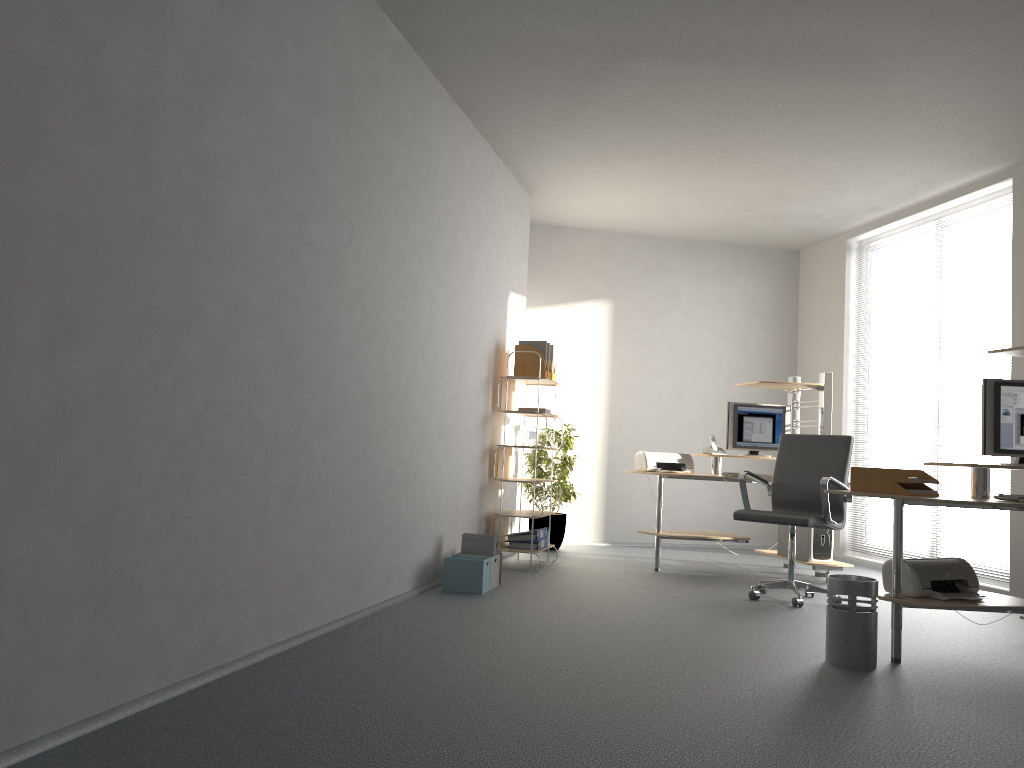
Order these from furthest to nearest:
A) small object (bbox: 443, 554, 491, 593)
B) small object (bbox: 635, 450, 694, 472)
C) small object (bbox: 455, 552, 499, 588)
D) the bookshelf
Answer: small object (bbox: 635, 450, 694, 472)
the bookshelf
small object (bbox: 455, 552, 499, 588)
small object (bbox: 443, 554, 491, 593)

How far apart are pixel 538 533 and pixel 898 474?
2.99m

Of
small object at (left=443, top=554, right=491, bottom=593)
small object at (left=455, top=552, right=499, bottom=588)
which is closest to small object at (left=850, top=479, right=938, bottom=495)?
small object at (left=443, top=554, right=491, bottom=593)

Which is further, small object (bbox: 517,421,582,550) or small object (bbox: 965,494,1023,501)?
small object (bbox: 517,421,582,550)

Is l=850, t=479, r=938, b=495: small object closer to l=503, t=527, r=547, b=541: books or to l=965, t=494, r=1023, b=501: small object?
l=965, t=494, r=1023, b=501: small object

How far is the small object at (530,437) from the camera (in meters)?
6.63

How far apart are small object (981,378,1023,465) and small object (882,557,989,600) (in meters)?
0.54

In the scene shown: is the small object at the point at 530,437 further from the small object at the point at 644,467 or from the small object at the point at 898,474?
the small object at the point at 898,474

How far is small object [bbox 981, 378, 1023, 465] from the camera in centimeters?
427cm

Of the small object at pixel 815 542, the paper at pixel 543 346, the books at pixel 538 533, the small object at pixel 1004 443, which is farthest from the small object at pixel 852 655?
the paper at pixel 543 346
